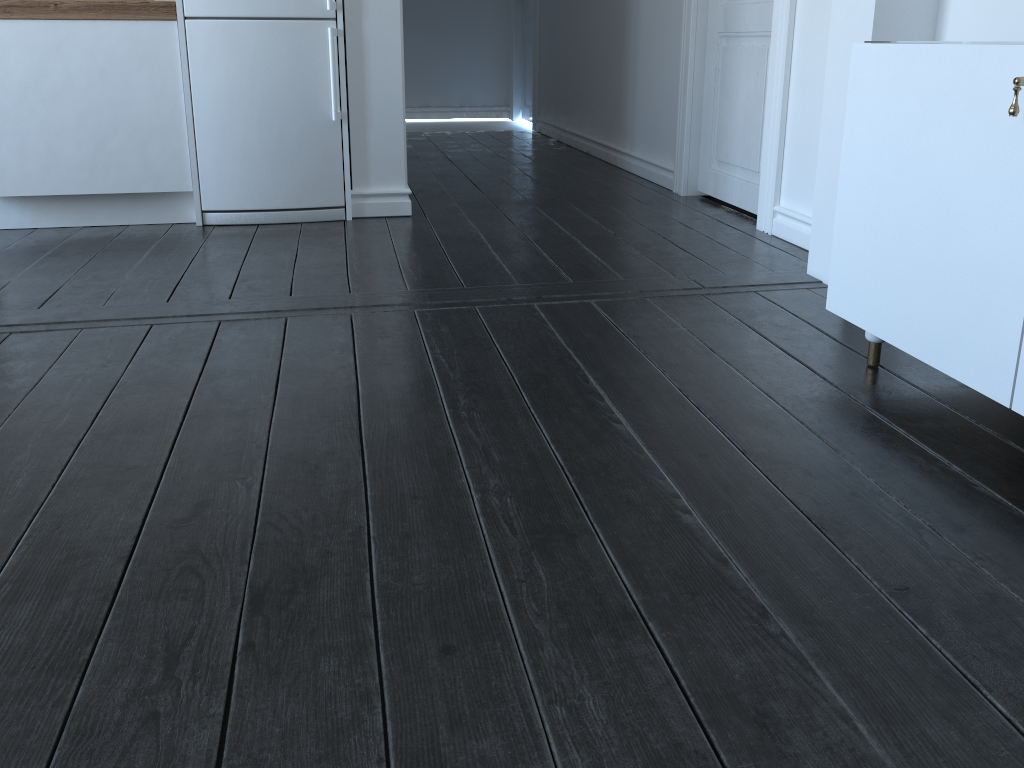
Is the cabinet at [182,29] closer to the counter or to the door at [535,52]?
the counter

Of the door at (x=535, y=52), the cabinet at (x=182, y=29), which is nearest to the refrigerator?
the cabinet at (x=182, y=29)

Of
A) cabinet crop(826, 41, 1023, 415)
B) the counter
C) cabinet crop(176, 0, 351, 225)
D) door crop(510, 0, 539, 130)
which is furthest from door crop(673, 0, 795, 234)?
door crop(510, 0, 539, 130)

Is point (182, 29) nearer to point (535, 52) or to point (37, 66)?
point (37, 66)

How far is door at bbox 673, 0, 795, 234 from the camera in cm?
327

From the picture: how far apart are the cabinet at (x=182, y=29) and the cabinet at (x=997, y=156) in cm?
216

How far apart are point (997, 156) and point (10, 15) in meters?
3.3 m

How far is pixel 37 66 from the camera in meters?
3.3

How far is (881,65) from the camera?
1.8m

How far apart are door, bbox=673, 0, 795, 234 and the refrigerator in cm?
162
